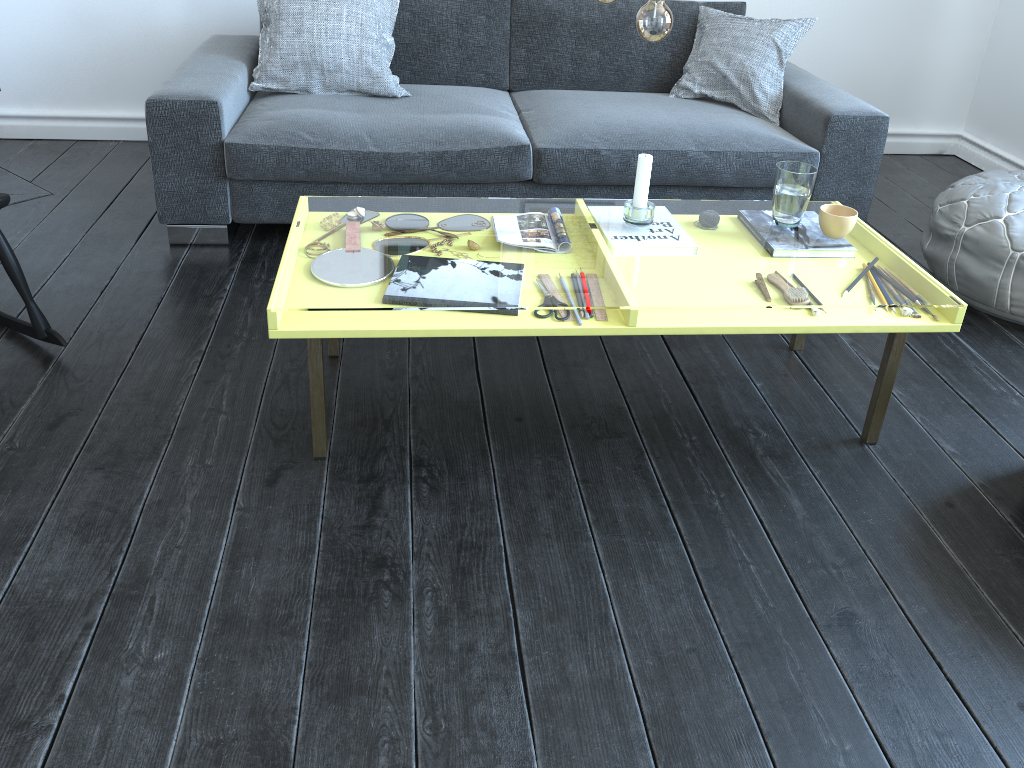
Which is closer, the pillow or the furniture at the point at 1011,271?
the furniture at the point at 1011,271

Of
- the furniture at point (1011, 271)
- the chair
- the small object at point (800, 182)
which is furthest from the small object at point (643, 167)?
the chair

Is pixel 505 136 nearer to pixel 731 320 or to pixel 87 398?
pixel 731 320

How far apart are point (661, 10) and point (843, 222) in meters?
0.7

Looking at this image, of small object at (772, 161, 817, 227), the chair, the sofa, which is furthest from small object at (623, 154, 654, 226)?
the chair

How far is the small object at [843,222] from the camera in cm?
203

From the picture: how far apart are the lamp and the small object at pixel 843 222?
0.6m

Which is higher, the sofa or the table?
the sofa

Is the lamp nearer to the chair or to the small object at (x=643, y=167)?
the small object at (x=643, y=167)

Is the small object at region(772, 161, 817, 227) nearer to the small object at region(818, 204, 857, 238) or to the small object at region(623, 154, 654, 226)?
the small object at region(818, 204, 857, 238)
